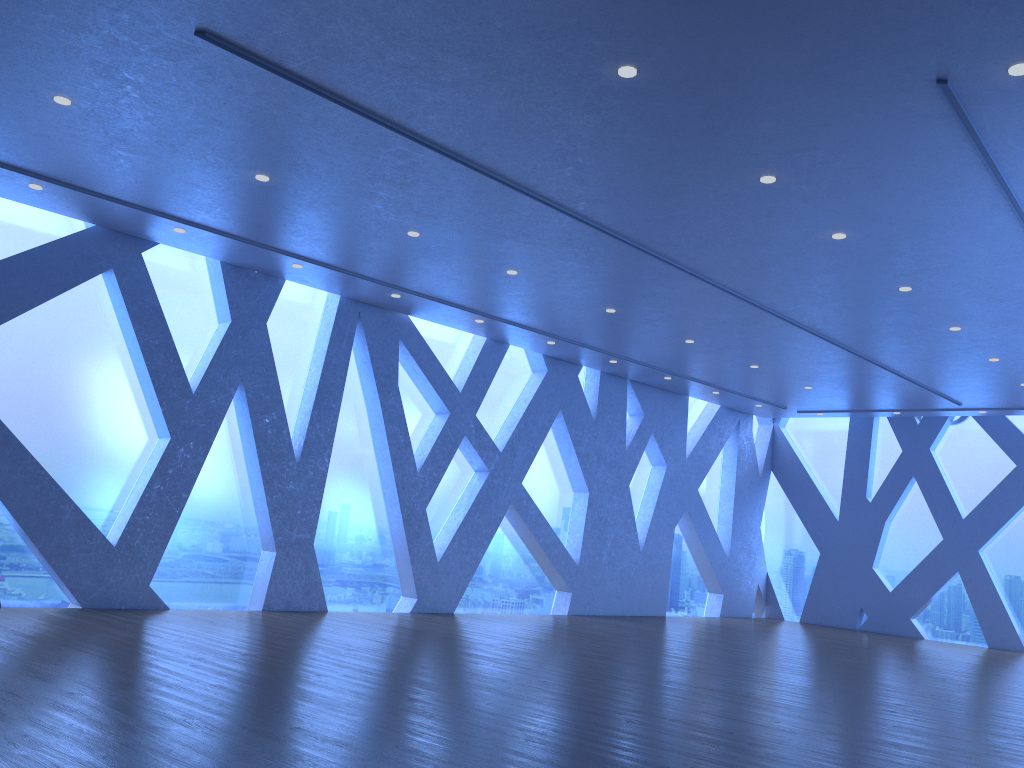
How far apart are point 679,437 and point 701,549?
2.1m
